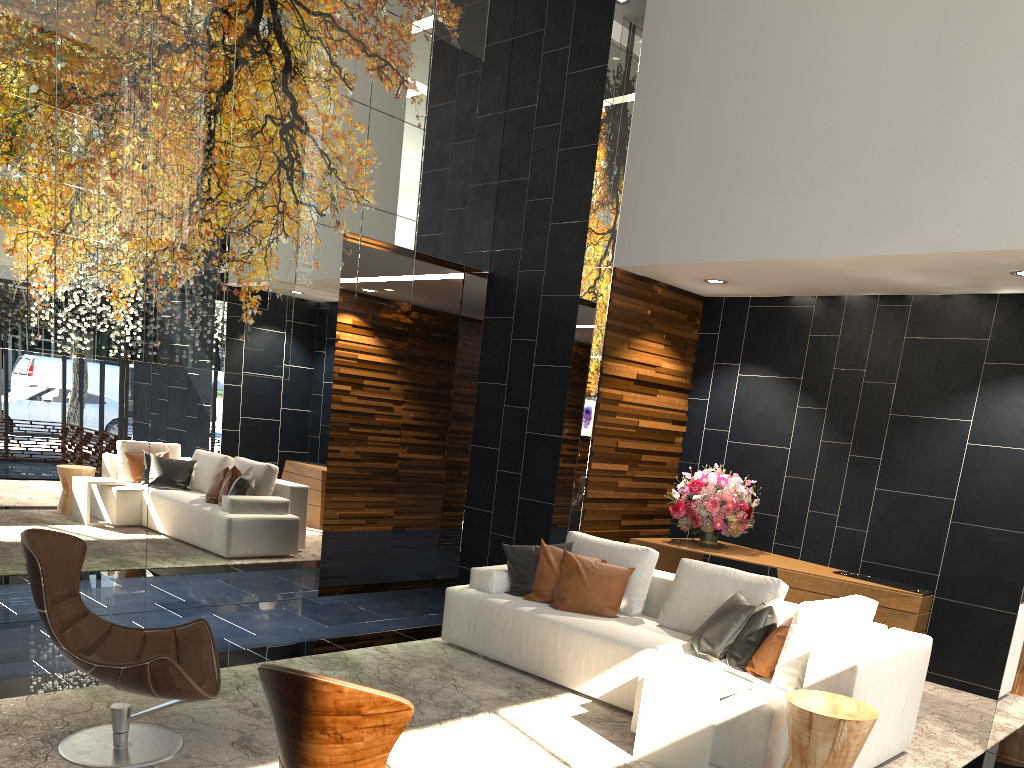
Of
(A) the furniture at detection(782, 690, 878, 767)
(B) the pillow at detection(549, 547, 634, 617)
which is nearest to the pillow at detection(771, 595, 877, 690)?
(A) the furniture at detection(782, 690, 878, 767)

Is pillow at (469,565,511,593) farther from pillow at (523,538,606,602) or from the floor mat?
the floor mat

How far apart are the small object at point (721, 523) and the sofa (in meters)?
1.20

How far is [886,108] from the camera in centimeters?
559cm

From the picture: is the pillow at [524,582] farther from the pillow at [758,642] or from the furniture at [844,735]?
the furniture at [844,735]

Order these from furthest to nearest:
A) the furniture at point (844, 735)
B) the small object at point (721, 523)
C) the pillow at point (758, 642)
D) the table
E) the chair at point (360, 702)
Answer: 1. the small object at point (721, 523)
2. the pillow at point (758, 642)
3. the table
4. the furniture at point (844, 735)
5. the chair at point (360, 702)

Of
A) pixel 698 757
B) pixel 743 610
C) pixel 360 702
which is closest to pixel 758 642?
pixel 743 610

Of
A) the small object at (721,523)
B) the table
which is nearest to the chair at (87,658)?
the table

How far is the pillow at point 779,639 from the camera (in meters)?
4.18

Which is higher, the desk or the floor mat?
the desk
